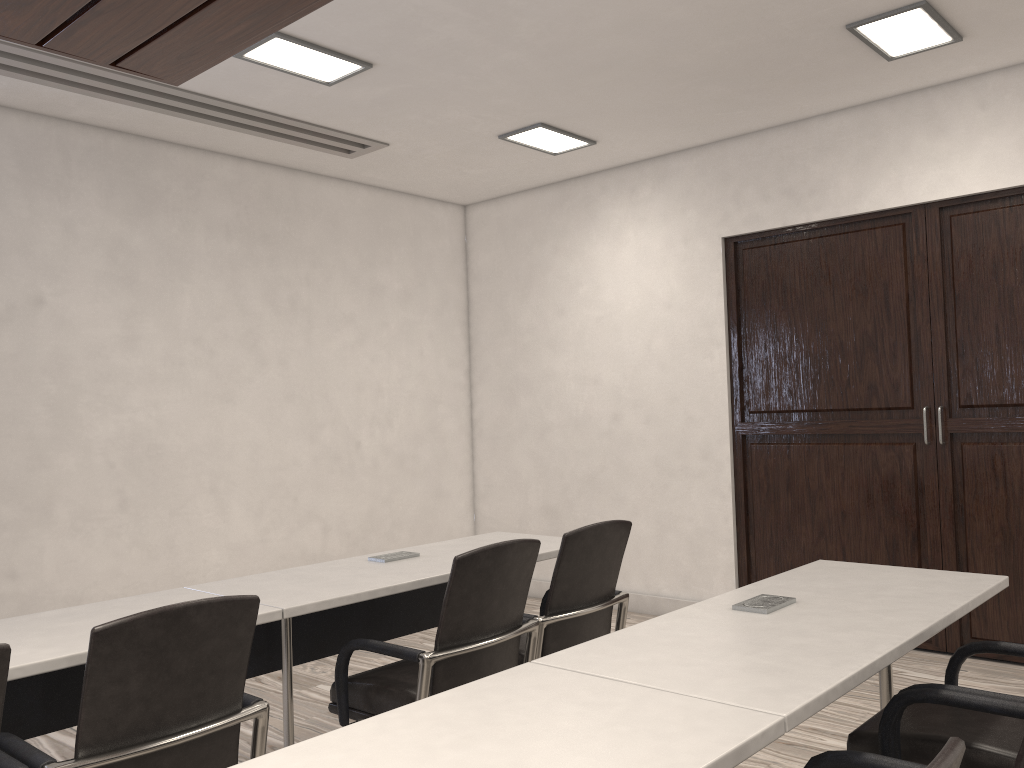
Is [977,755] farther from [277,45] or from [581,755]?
[277,45]

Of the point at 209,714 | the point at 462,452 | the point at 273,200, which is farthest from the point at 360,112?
the point at 209,714

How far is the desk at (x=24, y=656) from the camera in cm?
207

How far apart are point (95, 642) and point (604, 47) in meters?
3.2 m

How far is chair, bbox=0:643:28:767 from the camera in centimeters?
163cm

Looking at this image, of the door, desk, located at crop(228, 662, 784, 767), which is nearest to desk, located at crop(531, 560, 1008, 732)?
desk, located at crop(228, 662, 784, 767)

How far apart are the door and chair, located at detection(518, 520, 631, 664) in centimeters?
222cm

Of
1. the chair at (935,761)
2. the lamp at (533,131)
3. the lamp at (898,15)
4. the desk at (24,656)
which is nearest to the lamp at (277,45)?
the lamp at (533,131)

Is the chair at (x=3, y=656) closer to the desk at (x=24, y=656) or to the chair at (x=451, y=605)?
the desk at (x=24, y=656)

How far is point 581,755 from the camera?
1.36m
